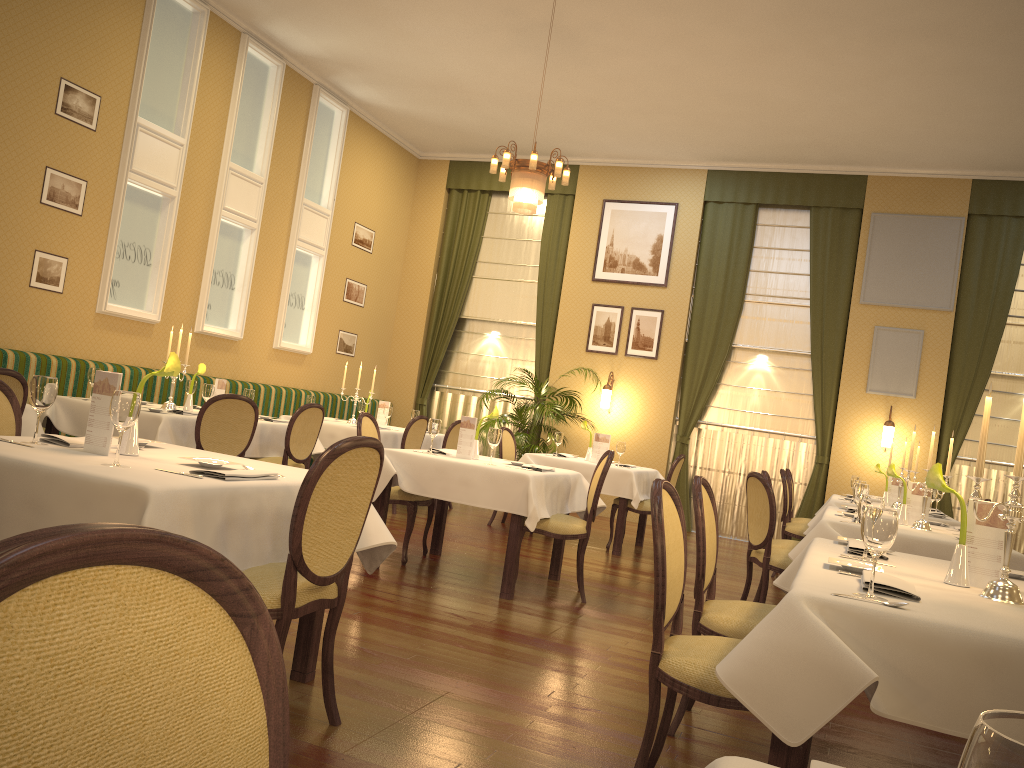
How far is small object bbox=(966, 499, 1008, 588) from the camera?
2.79m

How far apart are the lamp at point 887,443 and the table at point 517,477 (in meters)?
4.90

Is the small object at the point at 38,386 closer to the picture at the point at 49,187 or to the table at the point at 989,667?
the table at the point at 989,667

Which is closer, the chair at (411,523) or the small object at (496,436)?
the small object at (496,436)

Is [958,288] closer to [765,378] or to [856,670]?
[765,378]

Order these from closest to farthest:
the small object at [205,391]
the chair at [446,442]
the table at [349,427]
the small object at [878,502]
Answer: the small object at [878,502] < the small object at [205,391] < the table at [349,427] < the chair at [446,442]

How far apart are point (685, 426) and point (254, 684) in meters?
10.2 m

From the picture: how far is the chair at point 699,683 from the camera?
2.47m

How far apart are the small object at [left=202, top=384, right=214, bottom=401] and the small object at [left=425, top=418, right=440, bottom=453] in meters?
1.8 m

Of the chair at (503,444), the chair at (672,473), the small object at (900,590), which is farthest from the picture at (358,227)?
the small object at (900,590)
